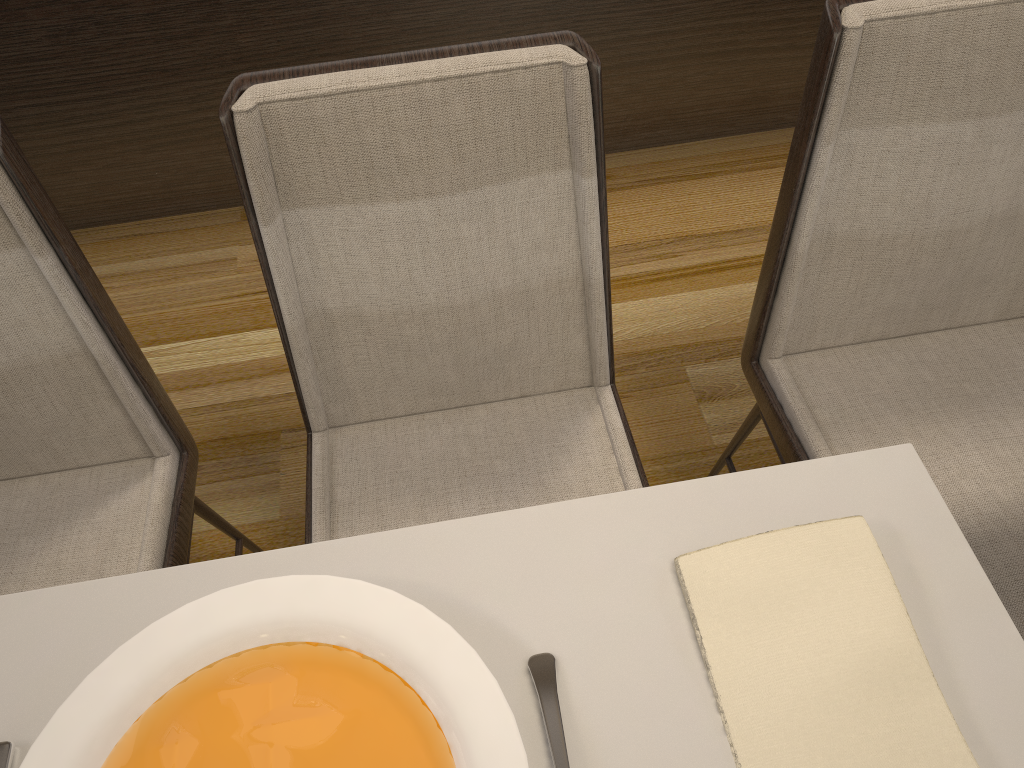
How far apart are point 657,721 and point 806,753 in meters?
0.1

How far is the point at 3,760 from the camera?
0.6 meters

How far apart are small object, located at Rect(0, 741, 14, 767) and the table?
0.0 meters

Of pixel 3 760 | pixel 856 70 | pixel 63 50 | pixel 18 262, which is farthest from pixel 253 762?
pixel 63 50

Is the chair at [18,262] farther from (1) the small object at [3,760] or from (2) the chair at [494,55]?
(1) the small object at [3,760]

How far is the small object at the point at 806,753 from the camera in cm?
55

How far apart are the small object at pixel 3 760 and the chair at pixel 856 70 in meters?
0.8 m

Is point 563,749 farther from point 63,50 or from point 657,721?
point 63,50

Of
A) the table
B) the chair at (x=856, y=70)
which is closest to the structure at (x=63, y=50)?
the chair at (x=856, y=70)

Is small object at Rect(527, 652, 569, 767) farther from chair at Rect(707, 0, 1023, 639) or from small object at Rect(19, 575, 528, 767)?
chair at Rect(707, 0, 1023, 639)
